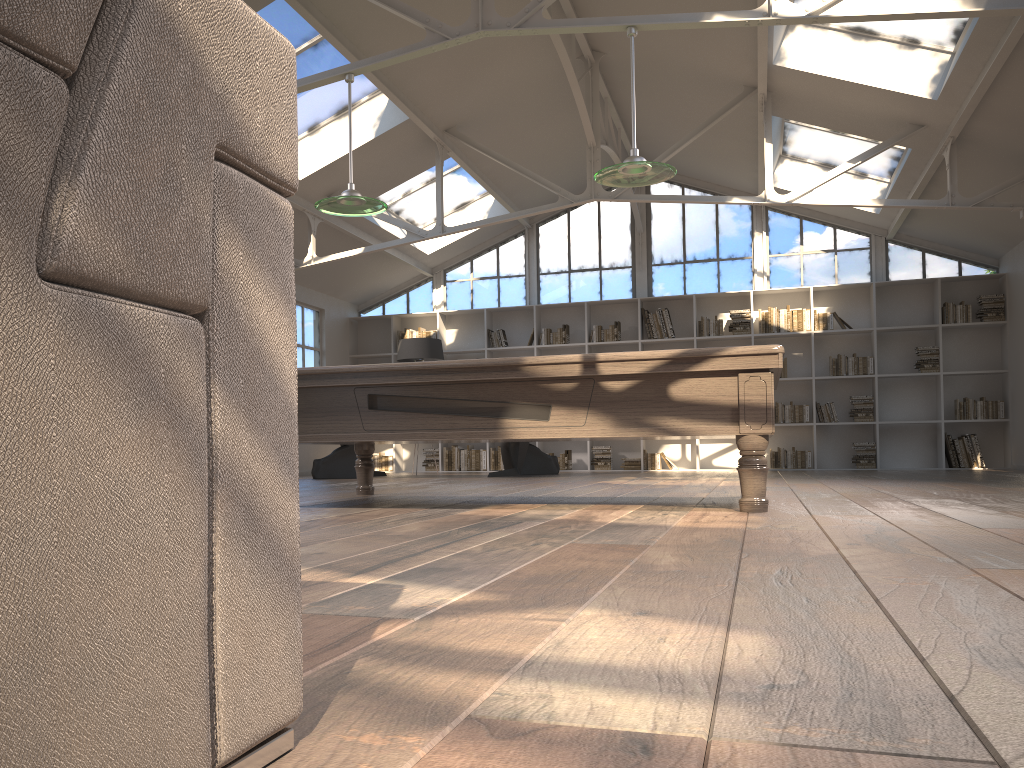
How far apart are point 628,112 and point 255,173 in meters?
10.3 m

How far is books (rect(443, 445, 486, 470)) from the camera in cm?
1252

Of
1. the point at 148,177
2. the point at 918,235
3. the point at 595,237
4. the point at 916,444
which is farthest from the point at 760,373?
the point at 595,237

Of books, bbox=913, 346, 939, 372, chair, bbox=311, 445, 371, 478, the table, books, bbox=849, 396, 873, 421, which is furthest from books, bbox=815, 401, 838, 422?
chair, bbox=311, 445, 371, 478

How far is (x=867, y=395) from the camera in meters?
11.5

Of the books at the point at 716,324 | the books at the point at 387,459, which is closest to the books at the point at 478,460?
the books at the point at 387,459

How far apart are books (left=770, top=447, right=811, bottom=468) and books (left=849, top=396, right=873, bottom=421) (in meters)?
0.75

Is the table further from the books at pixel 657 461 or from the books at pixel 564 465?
the books at pixel 657 461

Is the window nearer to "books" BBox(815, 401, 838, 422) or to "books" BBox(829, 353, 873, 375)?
"books" BBox(829, 353, 873, 375)

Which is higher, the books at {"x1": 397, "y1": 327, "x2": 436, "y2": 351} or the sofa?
the books at {"x1": 397, "y1": 327, "x2": 436, "y2": 351}
